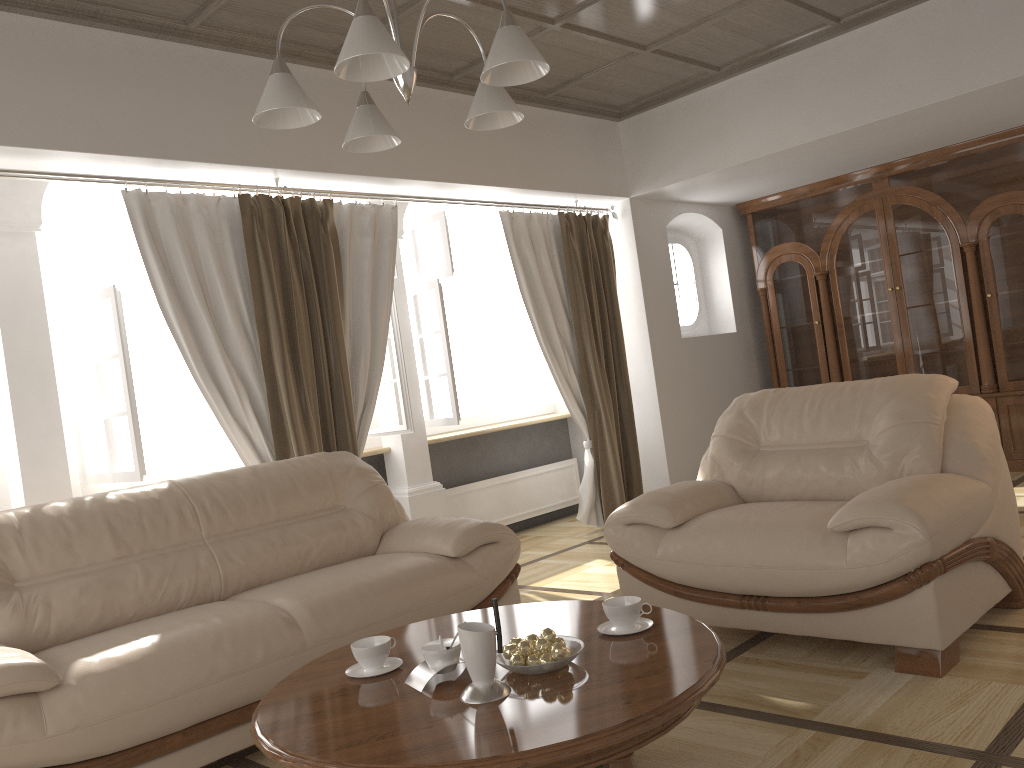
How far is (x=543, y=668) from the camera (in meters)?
2.06

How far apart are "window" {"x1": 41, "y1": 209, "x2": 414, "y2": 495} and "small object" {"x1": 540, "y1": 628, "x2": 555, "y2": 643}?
2.6 meters

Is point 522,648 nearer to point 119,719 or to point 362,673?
point 362,673

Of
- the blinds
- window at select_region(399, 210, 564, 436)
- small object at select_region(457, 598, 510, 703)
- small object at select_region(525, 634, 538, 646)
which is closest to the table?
small object at select_region(457, 598, 510, 703)

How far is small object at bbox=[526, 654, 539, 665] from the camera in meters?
2.1 m

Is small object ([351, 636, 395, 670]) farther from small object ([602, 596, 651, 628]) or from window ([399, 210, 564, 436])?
window ([399, 210, 564, 436])

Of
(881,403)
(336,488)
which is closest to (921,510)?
(881,403)

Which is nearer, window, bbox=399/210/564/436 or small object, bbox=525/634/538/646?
small object, bbox=525/634/538/646

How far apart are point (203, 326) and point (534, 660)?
2.8m

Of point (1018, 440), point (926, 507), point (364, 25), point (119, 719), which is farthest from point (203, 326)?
point (1018, 440)
